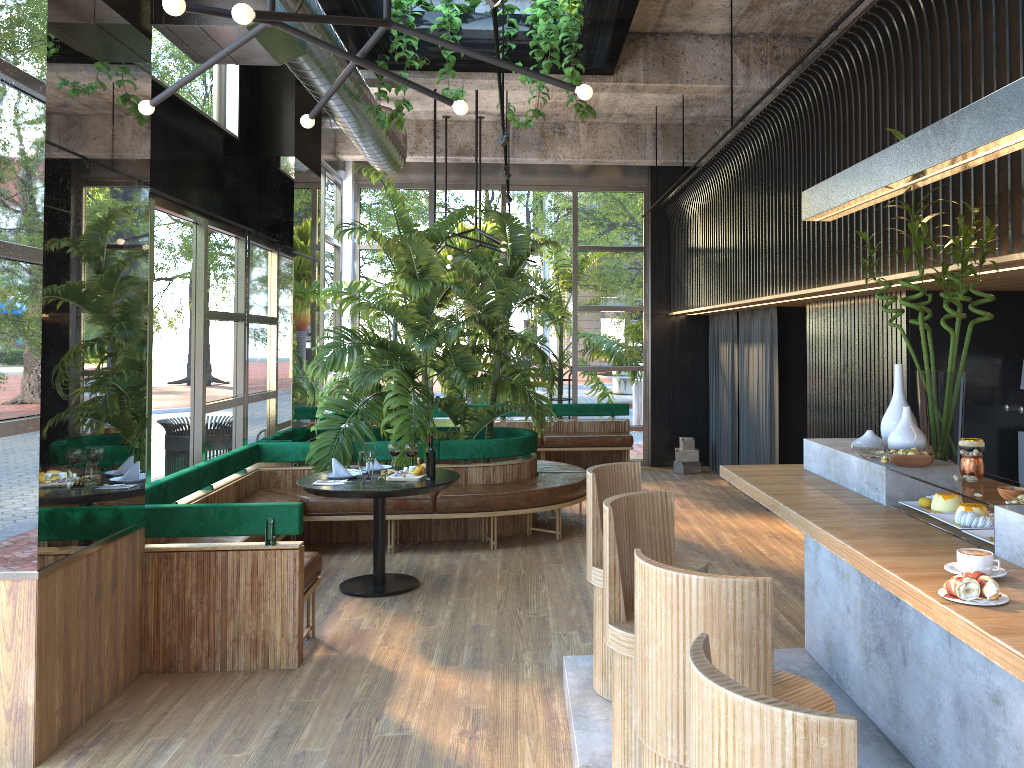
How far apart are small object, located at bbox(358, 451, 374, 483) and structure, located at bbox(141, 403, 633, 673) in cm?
76

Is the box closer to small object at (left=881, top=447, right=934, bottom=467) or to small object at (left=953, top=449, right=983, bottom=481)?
small object at (left=881, top=447, right=934, bottom=467)

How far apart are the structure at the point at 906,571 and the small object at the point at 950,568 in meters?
0.0 m

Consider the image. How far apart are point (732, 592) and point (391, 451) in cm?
228

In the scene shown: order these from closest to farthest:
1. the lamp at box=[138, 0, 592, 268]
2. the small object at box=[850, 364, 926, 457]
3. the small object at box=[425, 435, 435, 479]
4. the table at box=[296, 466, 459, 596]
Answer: the small object at box=[425, 435, 435, 479]
the lamp at box=[138, 0, 592, 268]
the small object at box=[850, 364, 926, 457]
the table at box=[296, 466, 459, 596]

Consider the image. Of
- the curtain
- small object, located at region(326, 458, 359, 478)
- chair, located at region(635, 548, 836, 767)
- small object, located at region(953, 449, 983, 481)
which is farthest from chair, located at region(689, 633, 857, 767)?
the curtain

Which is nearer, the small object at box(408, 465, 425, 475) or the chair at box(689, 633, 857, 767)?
the chair at box(689, 633, 857, 767)

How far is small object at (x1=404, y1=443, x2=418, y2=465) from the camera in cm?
357

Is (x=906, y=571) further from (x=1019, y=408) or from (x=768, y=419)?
(x=768, y=419)

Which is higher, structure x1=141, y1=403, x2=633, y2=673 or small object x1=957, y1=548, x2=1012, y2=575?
small object x1=957, y1=548, x2=1012, y2=575
